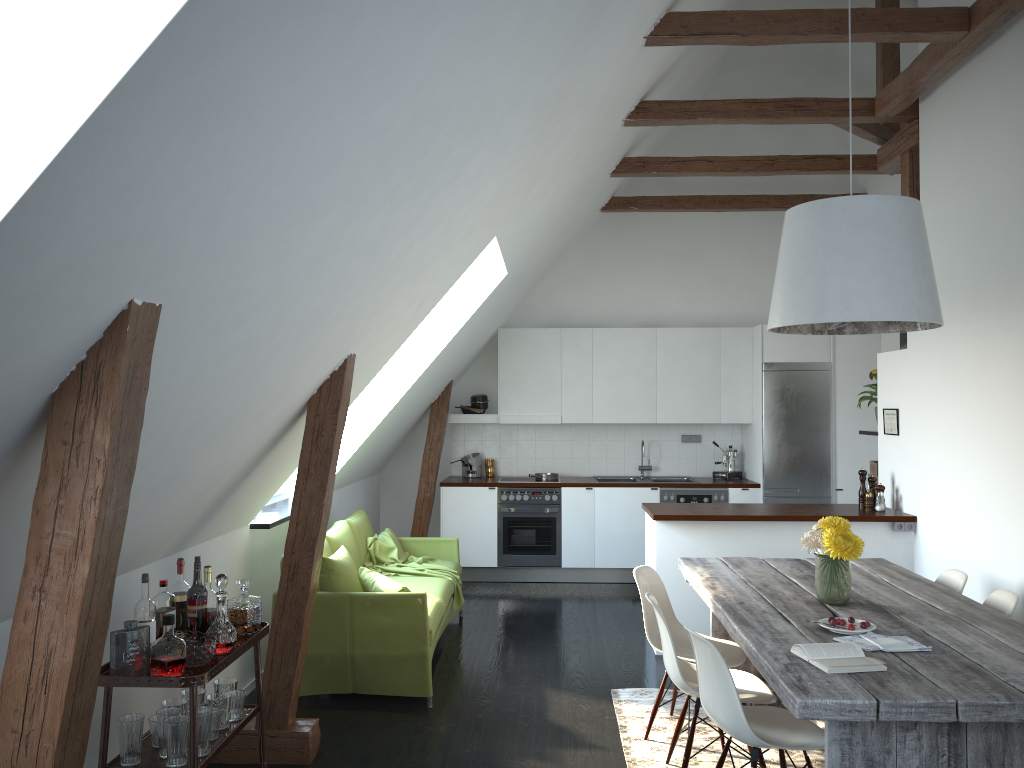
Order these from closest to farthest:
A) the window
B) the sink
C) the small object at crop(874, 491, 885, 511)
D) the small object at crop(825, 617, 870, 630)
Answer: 1. the small object at crop(825, 617, 870, 630)
2. the small object at crop(874, 491, 885, 511)
3. the window
4. the sink

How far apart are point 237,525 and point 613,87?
3.1m

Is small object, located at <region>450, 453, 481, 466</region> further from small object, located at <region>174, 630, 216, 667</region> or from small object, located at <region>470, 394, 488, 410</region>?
small object, located at <region>174, 630, 216, 667</region>

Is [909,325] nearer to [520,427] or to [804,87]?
[520,427]

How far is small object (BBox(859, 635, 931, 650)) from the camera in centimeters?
306cm

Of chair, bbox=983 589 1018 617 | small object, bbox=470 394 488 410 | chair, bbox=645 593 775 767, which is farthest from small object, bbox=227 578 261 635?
small object, bbox=470 394 488 410

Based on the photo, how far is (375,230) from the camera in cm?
308

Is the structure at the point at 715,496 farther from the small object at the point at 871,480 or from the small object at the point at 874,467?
the small object at the point at 871,480

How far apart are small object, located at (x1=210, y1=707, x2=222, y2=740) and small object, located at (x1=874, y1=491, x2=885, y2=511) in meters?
4.4

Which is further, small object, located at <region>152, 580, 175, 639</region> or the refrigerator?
the refrigerator
